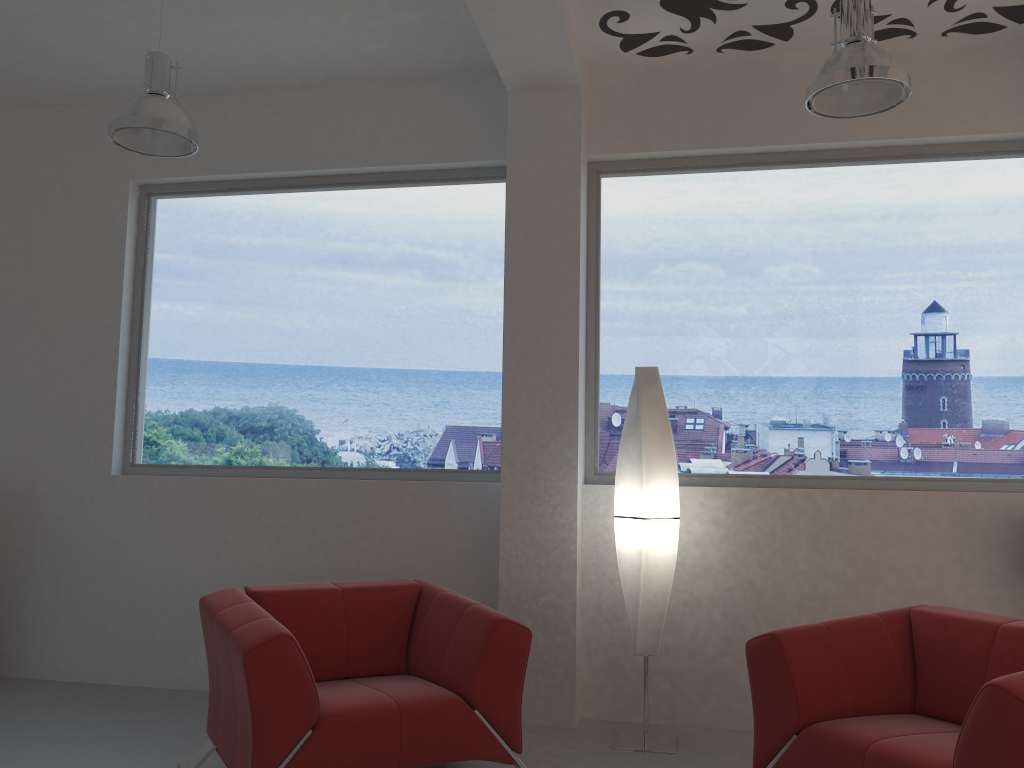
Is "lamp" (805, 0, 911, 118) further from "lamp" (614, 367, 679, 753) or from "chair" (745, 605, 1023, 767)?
"chair" (745, 605, 1023, 767)

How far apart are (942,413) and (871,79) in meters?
2.0 m

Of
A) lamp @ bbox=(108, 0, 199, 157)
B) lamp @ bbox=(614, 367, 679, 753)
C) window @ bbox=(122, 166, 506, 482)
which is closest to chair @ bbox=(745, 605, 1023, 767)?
lamp @ bbox=(614, 367, 679, 753)

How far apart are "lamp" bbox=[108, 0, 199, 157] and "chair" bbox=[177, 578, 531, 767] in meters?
2.0 m

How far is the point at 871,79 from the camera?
3.2 meters

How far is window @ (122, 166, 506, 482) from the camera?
5.0 meters

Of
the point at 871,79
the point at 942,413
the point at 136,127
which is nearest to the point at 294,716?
the point at 136,127

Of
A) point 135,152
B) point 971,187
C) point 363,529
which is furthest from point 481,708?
point 971,187

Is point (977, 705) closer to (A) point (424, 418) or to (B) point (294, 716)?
(B) point (294, 716)

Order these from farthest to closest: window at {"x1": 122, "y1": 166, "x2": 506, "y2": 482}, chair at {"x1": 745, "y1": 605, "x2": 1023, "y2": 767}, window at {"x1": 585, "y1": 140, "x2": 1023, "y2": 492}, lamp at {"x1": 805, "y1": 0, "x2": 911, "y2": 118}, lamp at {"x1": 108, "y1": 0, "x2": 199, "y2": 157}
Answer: window at {"x1": 122, "y1": 166, "x2": 506, "y2": 482}, window at {"x1": 585, "y1": 140, "x2": 1023, "y2": 492}, lamp at {"x1": 108, "y1": 0, "x2": 199, "y2": 157}, lamp at {"x1": 805, "y1": 0, "x2": 911, "y2": 118}, chair at {"x1": 745, "y1": 605, "x2": 1023, "y2": 767}
